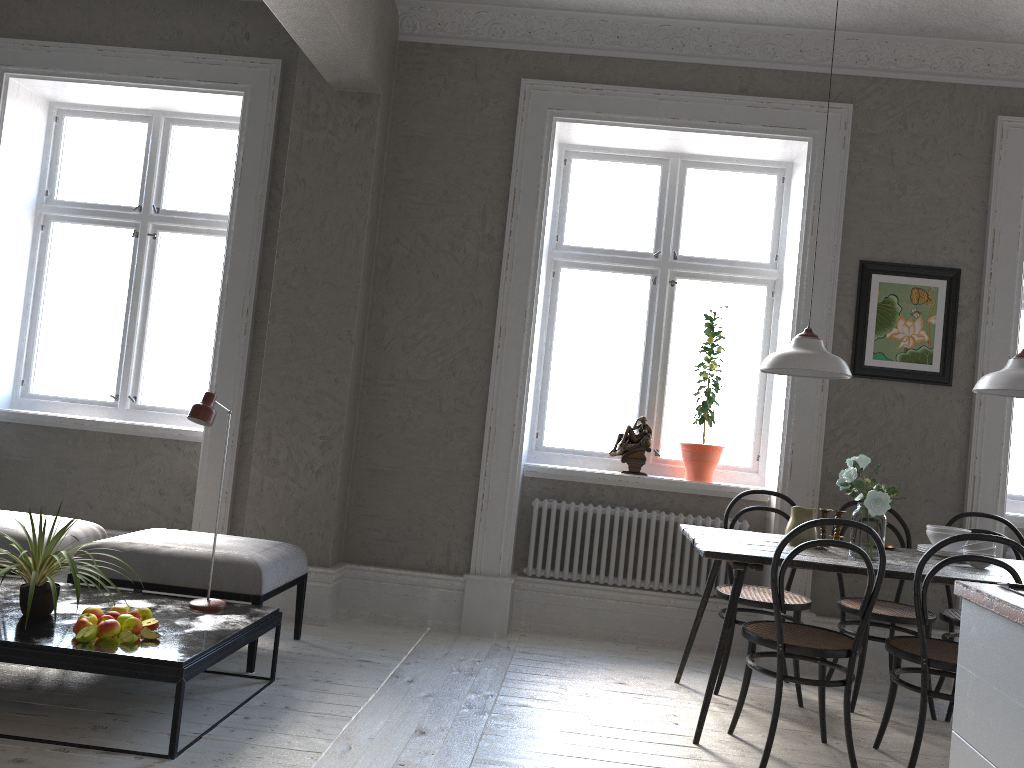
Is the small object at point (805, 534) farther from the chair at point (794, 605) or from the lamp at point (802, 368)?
the lamp at point (802, 368)

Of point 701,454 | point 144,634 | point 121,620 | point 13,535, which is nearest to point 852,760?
point 701,454

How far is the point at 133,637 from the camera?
2.9 meters

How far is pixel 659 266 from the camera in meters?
5.1 m

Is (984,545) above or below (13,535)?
above

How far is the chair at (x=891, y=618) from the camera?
3.85m

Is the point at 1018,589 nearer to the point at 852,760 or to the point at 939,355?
the point at 852,760

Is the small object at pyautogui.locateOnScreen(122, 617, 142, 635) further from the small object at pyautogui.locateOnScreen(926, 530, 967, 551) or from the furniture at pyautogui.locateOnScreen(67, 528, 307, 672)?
the small object at pyautogui.locateOnScreen(926, 530, 967, 551)

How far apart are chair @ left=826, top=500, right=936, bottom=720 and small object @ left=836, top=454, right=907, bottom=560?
0.6 meters

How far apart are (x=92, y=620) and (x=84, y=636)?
0.1 meters
